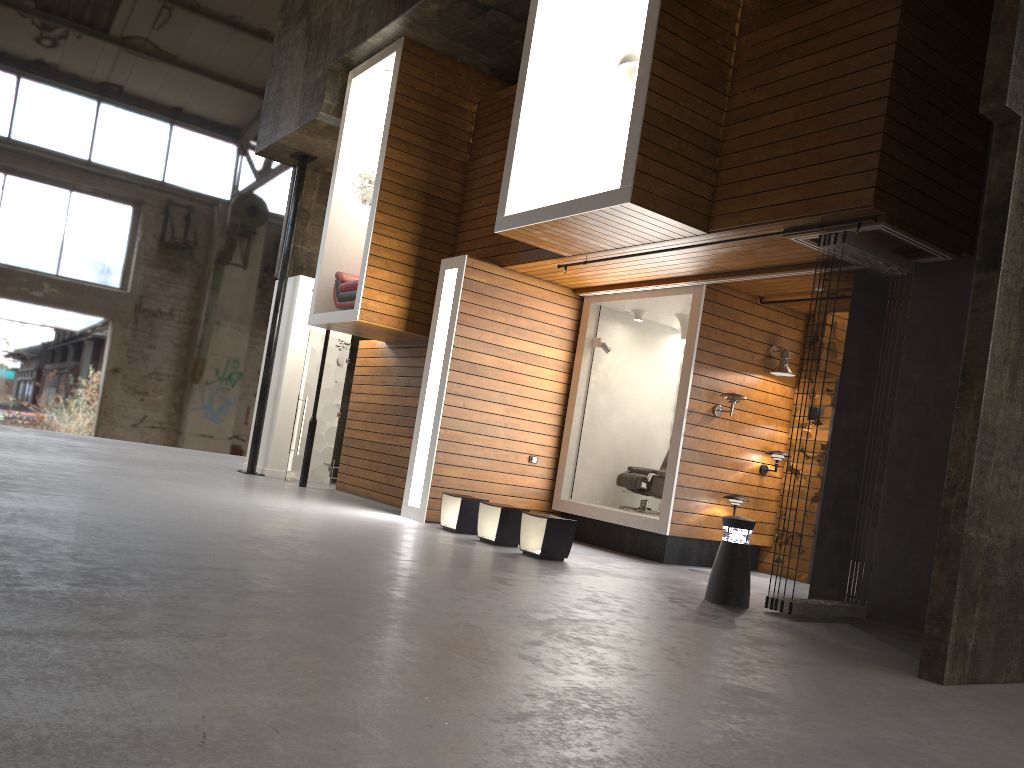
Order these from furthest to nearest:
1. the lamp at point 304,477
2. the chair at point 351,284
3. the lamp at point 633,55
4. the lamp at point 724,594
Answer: the lamp at point 304,477 → the chair at point 351,284 → the lamp at point 633,55 → the lamp at point 724,594

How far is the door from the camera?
13.3 meters

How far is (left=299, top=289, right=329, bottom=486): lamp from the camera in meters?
12.6

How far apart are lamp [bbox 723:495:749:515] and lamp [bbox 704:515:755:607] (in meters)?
2.47

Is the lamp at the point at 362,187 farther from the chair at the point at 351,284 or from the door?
the door

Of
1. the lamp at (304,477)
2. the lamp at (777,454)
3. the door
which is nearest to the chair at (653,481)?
the lamp at (777,454)

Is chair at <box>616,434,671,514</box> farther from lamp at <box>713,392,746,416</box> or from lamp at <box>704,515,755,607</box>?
lamp at <box>704,515,755,607</box>

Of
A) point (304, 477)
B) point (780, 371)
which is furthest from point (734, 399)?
point (304, 477)

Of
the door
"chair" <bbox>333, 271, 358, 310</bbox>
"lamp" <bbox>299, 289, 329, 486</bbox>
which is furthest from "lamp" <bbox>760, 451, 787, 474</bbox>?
the door

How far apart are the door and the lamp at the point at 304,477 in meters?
0.6
